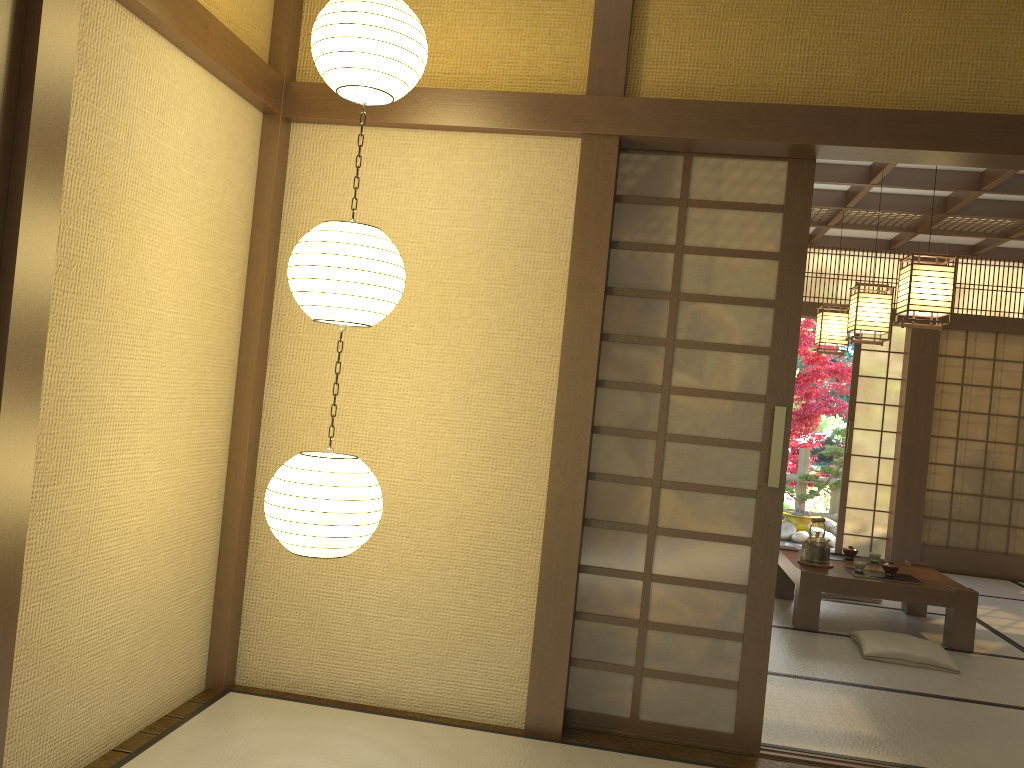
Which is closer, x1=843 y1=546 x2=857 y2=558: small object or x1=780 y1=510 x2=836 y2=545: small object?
x1=843 y1=546 x2=857 y2=558: small object

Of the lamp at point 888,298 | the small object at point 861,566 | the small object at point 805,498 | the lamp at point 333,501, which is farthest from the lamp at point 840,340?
the lamp at point 333,501

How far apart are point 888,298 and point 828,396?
5.69m

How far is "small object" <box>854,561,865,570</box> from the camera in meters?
5.5 m

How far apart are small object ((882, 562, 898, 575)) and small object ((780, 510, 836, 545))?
4.5m

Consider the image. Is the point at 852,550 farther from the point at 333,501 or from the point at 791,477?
the point at 791,477

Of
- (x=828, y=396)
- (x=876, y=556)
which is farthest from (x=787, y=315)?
(x=828, y=396)

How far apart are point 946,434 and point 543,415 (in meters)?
6.20

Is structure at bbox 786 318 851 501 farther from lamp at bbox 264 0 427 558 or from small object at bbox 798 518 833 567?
lamp at bbox 264 0 427 558

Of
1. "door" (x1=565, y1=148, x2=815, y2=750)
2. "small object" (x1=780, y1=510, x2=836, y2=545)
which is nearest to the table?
"door" (x1=565, y1=148, x2=815, y2=750)
